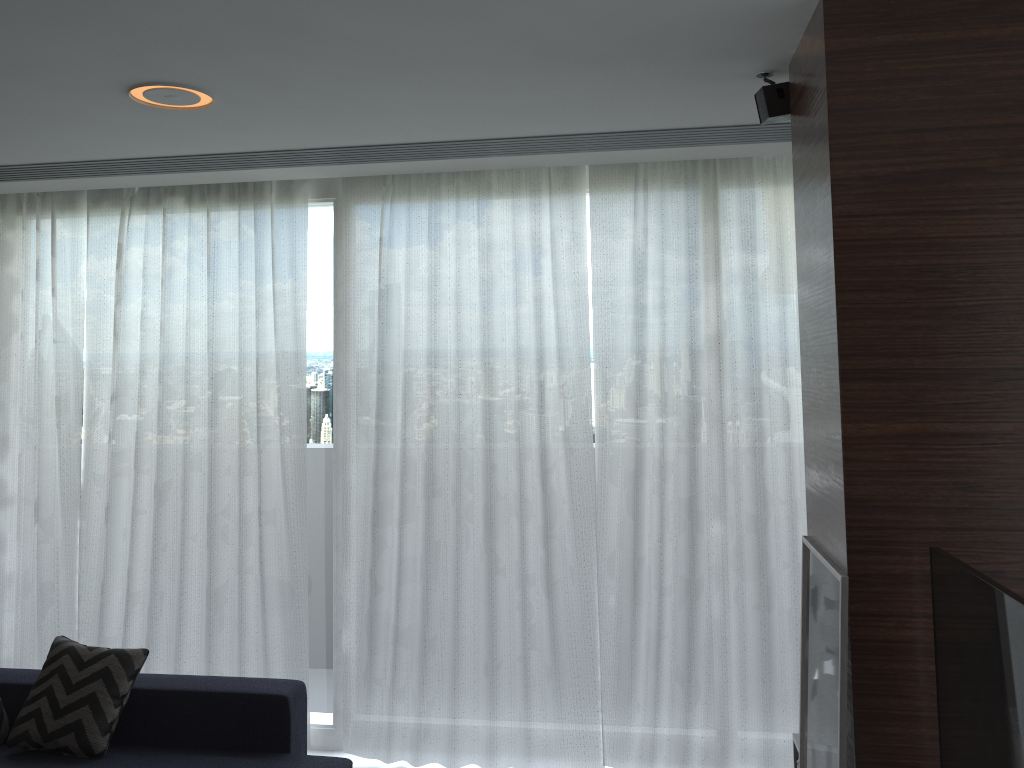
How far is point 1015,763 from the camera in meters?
1.5

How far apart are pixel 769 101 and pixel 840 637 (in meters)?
1.49

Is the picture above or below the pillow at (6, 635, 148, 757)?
above

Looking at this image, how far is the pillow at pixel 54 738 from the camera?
3.24m

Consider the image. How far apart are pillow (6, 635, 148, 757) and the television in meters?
2.8

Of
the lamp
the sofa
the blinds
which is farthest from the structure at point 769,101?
the sofa

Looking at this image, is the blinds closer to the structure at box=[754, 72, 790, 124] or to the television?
the structure at box=[754, 72, 790, 124]

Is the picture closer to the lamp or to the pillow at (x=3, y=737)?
the lamp

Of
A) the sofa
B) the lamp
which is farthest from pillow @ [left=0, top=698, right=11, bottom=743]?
the lamp

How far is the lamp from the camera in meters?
2.6
